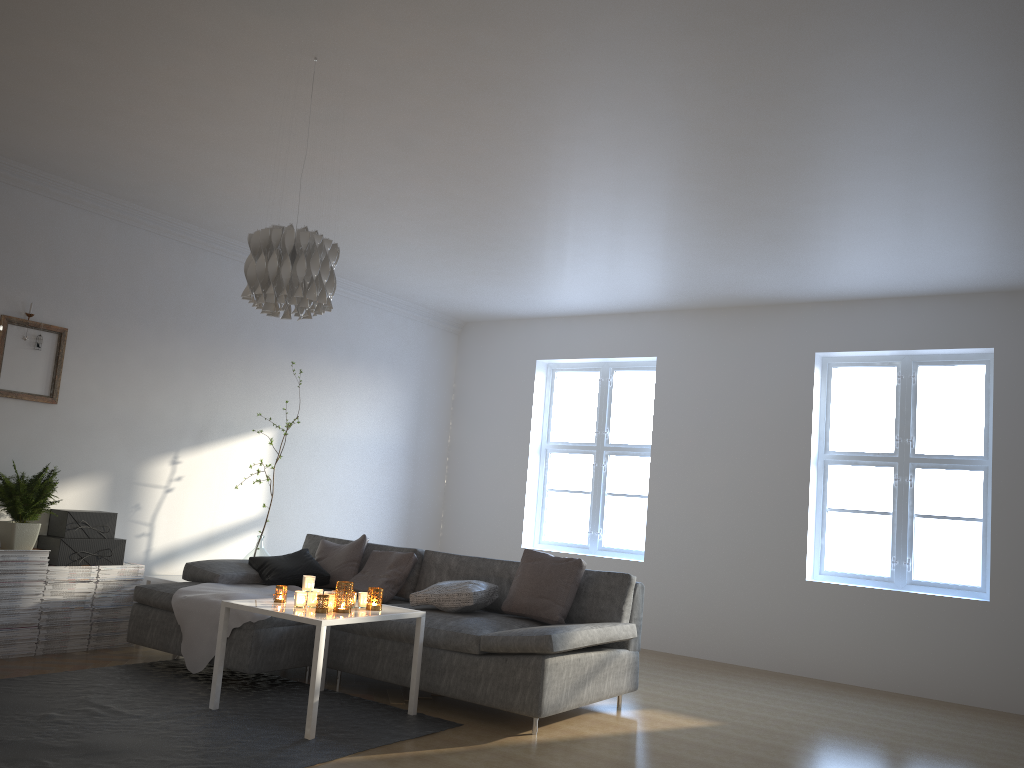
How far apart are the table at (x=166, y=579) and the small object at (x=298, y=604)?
1.9 meters

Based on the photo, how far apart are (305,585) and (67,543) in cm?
187

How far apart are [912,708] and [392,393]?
4.7m

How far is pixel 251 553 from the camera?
6.21m

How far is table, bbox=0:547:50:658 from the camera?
4.9m

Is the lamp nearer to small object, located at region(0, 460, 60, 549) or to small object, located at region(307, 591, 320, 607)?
small object, located at region(307, 591, 320, 607)

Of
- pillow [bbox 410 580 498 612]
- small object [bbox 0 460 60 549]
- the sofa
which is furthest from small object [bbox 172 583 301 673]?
small object [bbox 0 460 60 549]

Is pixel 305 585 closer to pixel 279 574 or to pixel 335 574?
pixel 279 574

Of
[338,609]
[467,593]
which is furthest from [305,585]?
[467,593]

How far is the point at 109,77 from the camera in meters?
3.9
